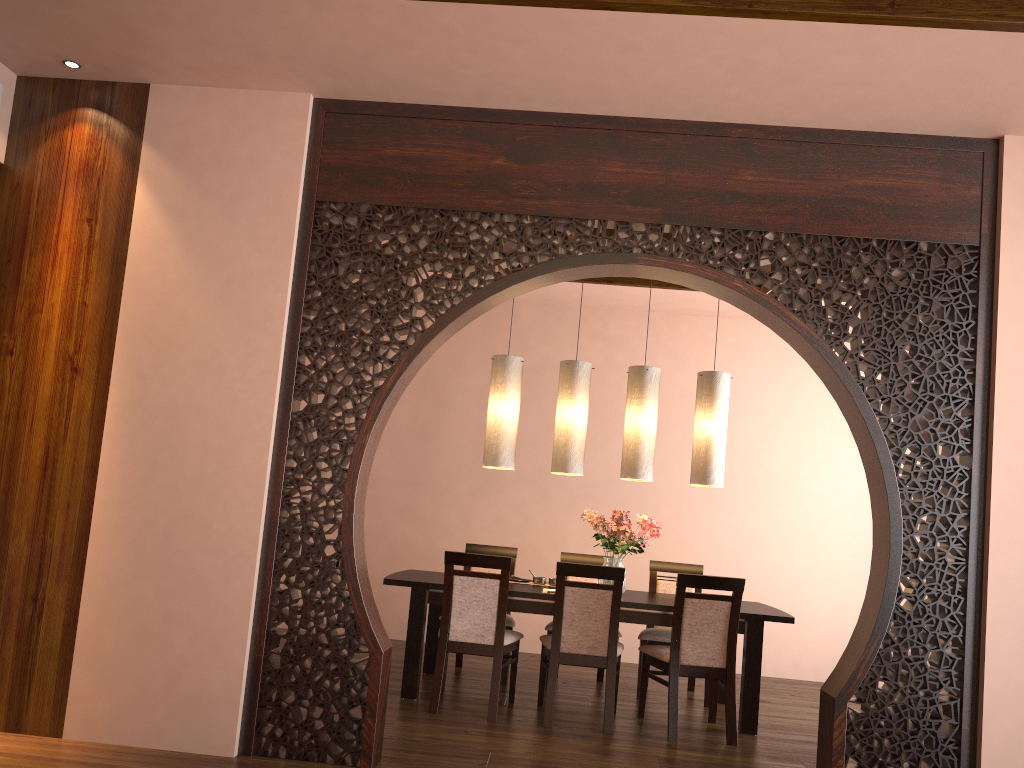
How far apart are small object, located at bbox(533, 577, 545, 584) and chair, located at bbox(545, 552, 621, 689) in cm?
30

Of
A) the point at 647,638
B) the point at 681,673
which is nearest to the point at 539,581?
the point at 647,638

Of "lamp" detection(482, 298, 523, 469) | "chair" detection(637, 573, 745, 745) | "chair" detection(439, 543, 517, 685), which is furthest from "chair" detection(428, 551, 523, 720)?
"lamp" detection(482, 298, 523, 469)

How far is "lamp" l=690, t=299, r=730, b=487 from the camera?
5.31m

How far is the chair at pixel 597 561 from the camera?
6.0m

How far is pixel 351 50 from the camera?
3.51m

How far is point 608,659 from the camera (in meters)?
4.61

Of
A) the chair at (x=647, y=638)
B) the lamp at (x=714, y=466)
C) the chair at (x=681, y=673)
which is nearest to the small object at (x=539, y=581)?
the chair at (x=647, y=638)

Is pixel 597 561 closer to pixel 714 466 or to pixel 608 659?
pixel 714 466

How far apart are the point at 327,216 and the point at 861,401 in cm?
241
